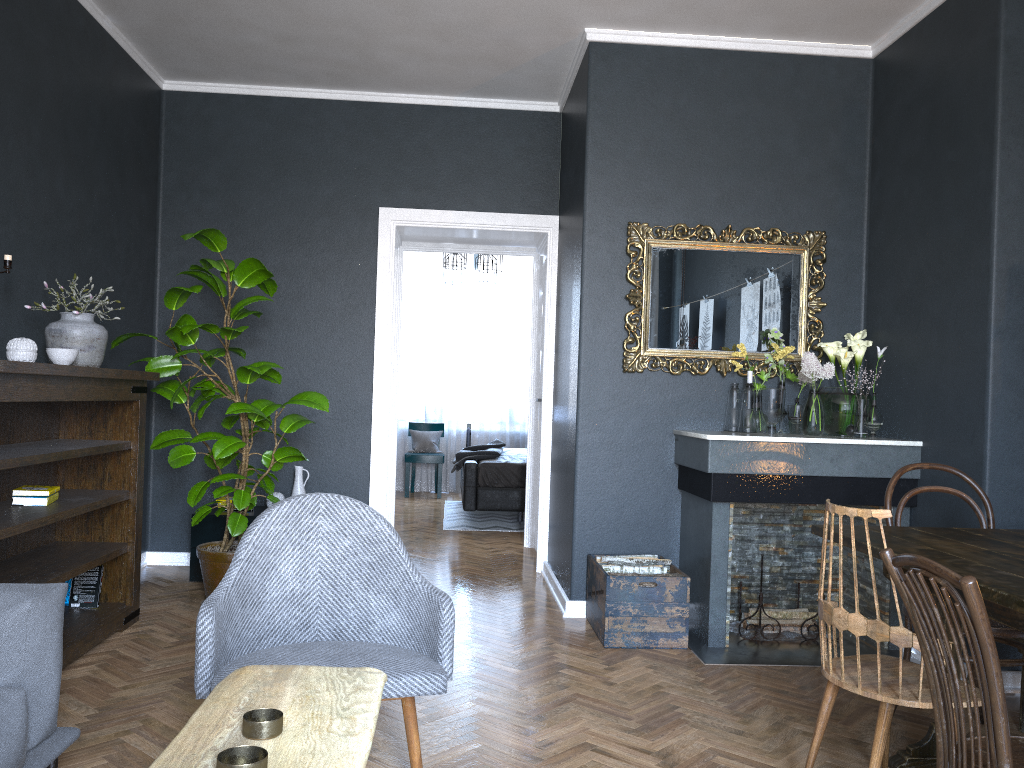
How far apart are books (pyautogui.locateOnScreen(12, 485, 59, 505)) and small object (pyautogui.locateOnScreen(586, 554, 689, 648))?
2.3 meters

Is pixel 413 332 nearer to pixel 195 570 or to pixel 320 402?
pixel 195 570

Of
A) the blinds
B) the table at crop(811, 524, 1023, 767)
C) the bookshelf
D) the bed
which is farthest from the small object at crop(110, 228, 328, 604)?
the blinds

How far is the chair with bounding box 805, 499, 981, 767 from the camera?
2.2 meters

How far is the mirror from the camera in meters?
4.6 m

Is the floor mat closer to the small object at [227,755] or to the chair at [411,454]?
the chair at [411,454]

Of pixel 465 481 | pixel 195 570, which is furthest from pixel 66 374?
pixel 465 481

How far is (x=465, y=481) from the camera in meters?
7.4

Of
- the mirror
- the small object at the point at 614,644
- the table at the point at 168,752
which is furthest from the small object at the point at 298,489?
the table at the point at 168,752

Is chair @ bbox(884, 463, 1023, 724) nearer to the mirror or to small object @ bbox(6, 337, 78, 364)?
the mirror
